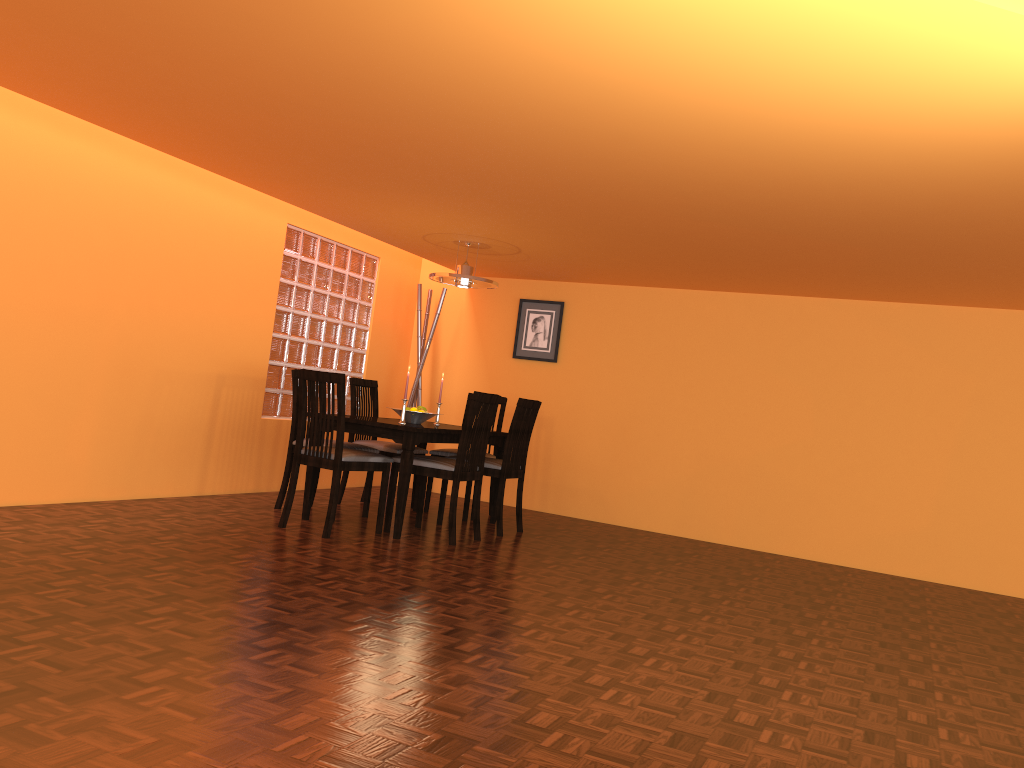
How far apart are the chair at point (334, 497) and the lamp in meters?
1.3

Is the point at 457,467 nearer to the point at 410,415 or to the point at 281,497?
the point at 410,415

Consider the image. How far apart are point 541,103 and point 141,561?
2.2m

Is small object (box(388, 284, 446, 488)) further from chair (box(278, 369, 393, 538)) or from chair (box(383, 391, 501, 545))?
chair (box(278, 369, 393, 538))

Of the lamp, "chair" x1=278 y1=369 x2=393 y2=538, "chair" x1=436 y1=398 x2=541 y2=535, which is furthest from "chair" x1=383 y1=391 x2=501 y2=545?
the lamp

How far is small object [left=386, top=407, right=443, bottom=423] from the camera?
5.1 meters

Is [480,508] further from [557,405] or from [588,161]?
[588,161]

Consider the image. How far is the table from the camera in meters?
4.5 m

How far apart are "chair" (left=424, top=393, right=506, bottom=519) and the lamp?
0.87m

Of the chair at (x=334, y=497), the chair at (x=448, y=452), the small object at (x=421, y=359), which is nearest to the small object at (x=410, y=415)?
the chair at (x=334, y=497)
